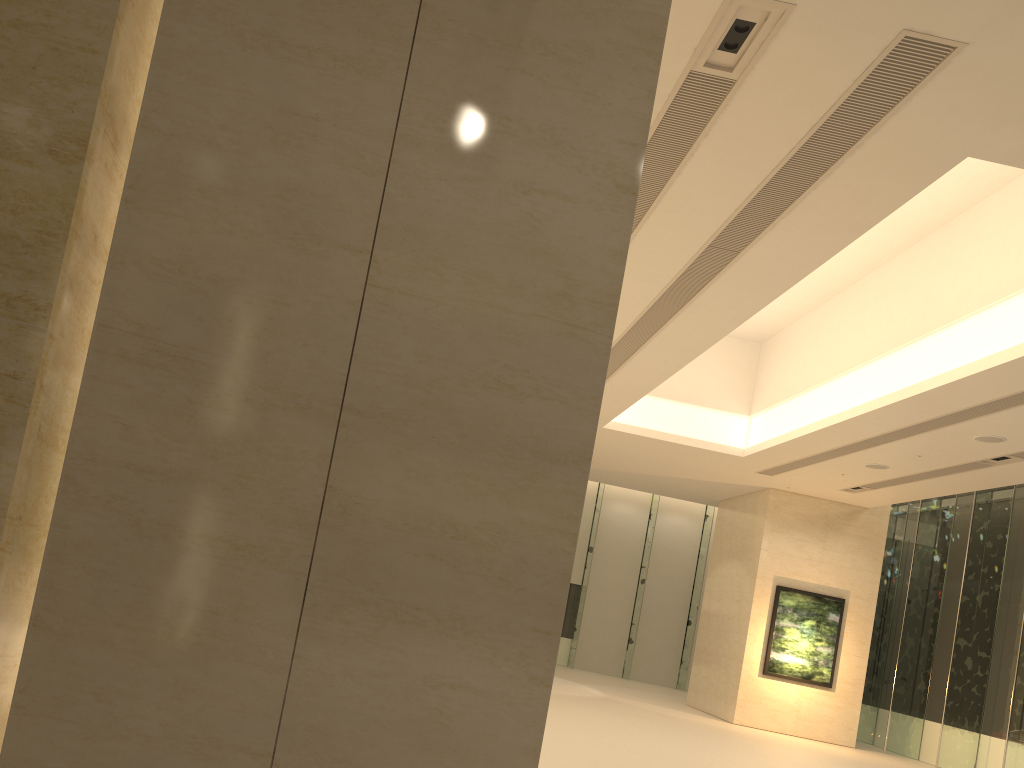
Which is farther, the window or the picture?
the picture

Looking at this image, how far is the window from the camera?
19.6 meters

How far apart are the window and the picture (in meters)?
1.87

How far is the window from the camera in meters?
19.6

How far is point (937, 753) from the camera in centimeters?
1961cm

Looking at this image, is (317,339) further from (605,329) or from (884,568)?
(884,568)

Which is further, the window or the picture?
the picture

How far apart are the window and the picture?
1.9 meters
